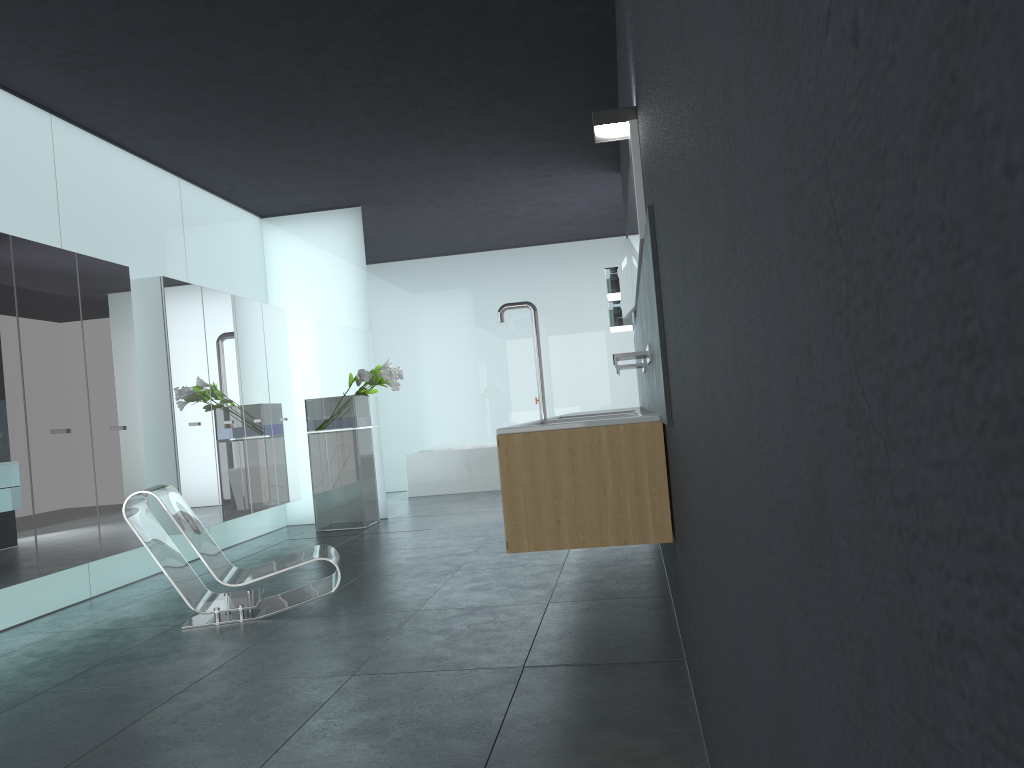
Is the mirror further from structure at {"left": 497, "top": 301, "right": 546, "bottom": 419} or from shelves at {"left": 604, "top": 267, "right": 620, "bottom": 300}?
structure at {"left": 497, "top": 301, "right": 546, "bottom": 419}

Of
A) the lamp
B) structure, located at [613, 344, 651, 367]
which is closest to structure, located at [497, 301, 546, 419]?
structure, located at [613, 344, 651, 367]

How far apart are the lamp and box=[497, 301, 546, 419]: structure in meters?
9.5

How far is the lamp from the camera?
4.0 meters

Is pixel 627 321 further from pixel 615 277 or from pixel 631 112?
pixel 631 112

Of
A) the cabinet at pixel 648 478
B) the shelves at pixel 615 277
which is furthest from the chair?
the shelves at pixel 615 277

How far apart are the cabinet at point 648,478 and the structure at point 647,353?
0.3 meters

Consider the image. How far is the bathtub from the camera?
13.14m

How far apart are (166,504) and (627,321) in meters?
4.8

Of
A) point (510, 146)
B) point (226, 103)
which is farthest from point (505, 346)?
point (226, 103)
